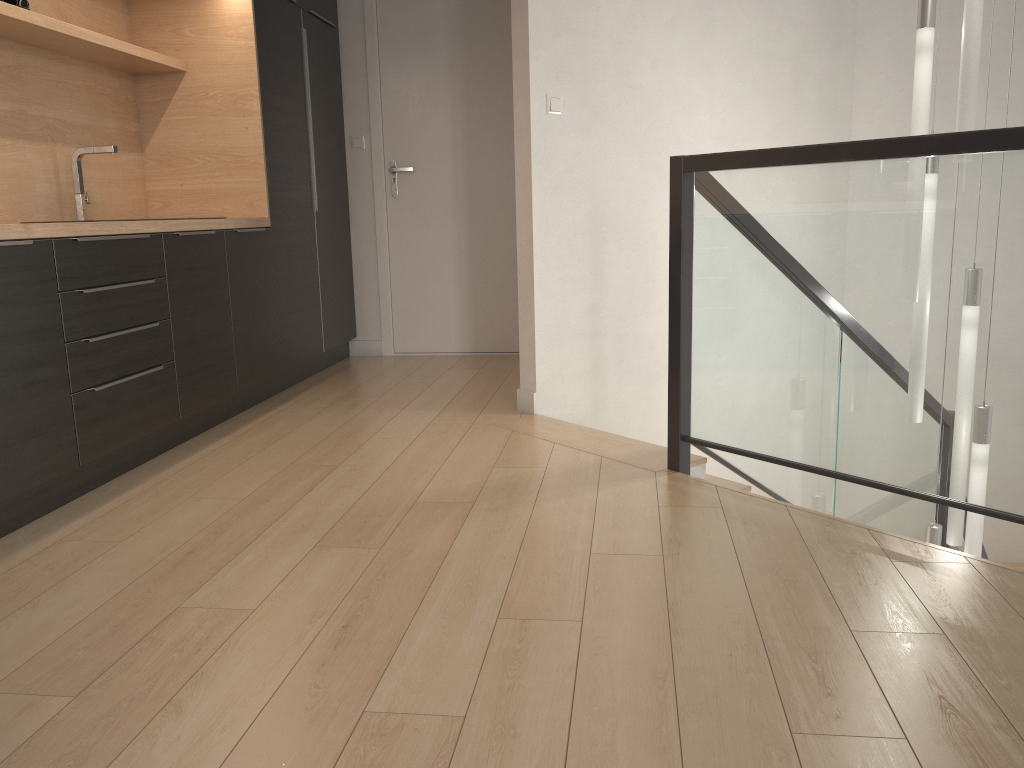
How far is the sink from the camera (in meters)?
3.47

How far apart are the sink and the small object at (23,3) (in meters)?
0.56

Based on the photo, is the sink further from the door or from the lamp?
the lamp

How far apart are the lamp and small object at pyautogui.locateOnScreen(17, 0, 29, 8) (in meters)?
3.14

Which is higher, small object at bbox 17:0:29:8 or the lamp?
small object at bbox 17:0:29:8

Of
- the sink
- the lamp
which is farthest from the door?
the lamp

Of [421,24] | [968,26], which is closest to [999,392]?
[968,26]

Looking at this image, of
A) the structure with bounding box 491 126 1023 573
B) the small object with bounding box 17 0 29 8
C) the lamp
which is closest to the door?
the structure with bounding box 491 126 1023 573

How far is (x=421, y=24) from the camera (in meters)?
5.06

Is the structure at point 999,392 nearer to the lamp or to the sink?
the lamp
